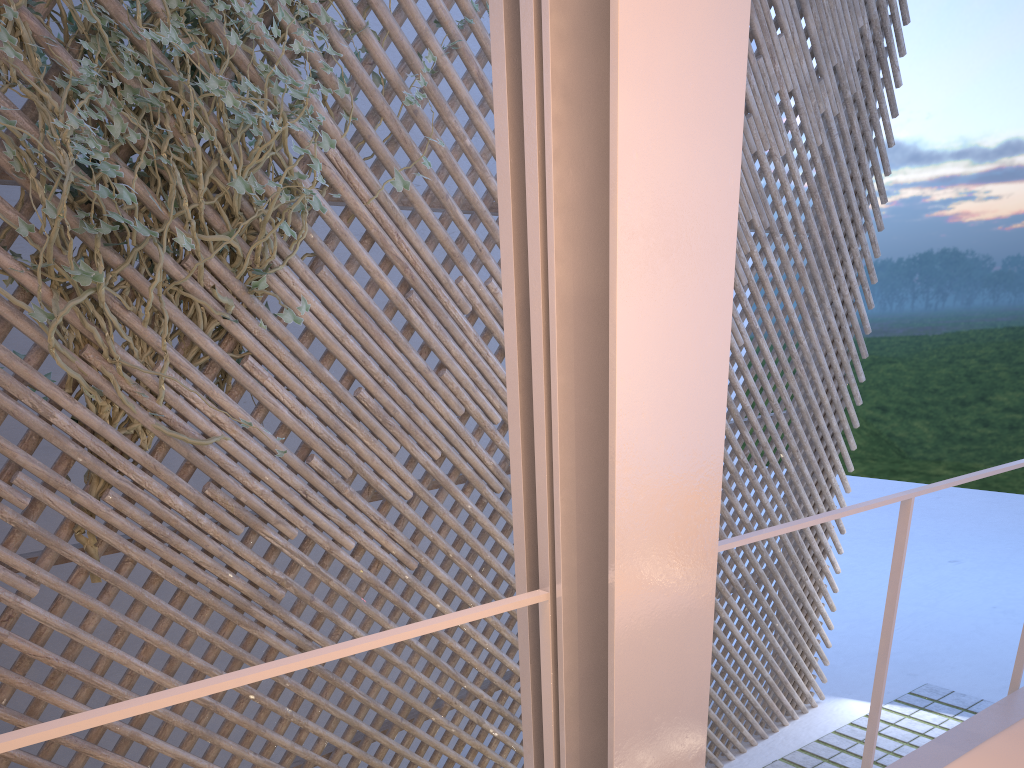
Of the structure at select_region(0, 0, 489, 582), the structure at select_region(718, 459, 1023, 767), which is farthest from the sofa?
the structure at select_region(0, 0, 489, 582)

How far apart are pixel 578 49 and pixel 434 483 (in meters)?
2.06

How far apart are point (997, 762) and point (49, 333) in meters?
1.9 m

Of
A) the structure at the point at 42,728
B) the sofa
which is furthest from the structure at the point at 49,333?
the sofa

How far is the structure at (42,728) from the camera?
0.6m

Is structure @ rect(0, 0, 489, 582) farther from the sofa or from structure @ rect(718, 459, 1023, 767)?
the sofa

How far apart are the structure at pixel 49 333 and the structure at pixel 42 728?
1.31m

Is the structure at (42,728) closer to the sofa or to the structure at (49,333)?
the sofa

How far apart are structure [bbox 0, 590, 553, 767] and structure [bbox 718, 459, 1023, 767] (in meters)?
0.28

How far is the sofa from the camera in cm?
72
